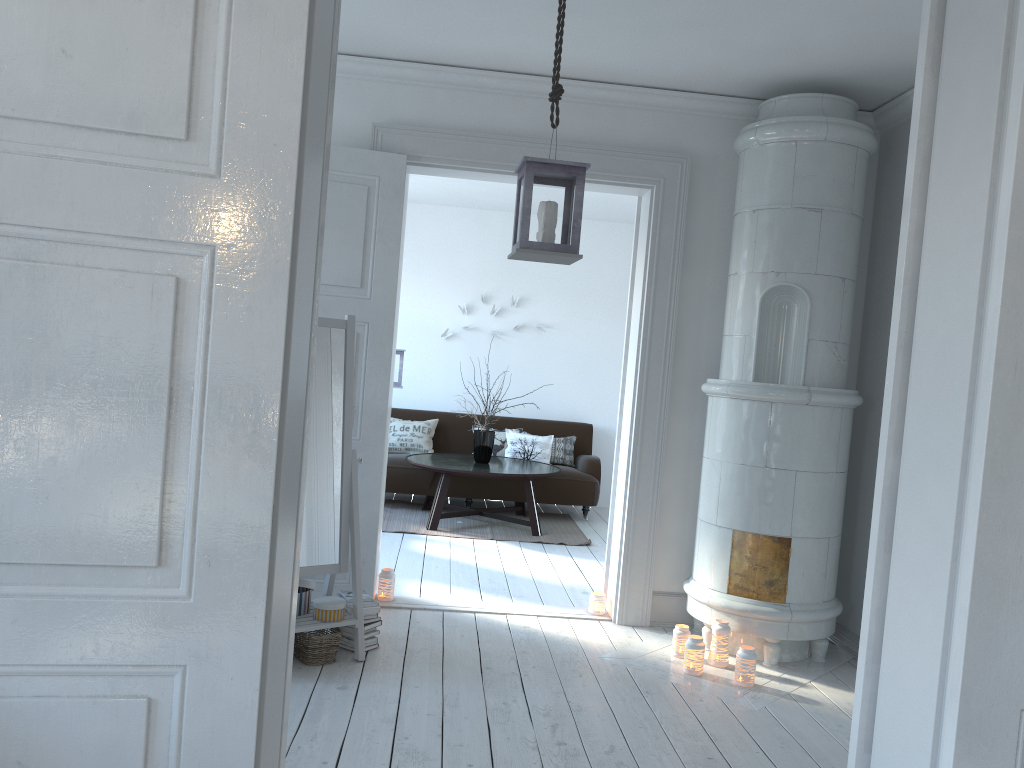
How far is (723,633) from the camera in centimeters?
412cm

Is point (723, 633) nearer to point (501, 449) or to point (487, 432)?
point (487, 432)

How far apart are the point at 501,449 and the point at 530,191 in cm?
533

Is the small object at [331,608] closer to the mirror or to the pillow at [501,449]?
the mirror

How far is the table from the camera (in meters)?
6.81

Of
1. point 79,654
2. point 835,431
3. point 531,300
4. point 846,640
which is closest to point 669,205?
point 835,431

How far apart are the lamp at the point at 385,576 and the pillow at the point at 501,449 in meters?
3.5 m

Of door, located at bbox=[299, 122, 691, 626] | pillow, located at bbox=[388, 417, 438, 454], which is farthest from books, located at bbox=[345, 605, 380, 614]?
pillow, located at bbox=[388, 417, 438, 454]

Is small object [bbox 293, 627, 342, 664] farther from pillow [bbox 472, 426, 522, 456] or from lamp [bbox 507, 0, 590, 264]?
pillow [bbox 472, 426, 522, 456]

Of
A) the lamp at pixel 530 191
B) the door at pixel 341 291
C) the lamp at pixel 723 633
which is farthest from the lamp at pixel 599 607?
the lamp at pixel 530 191
